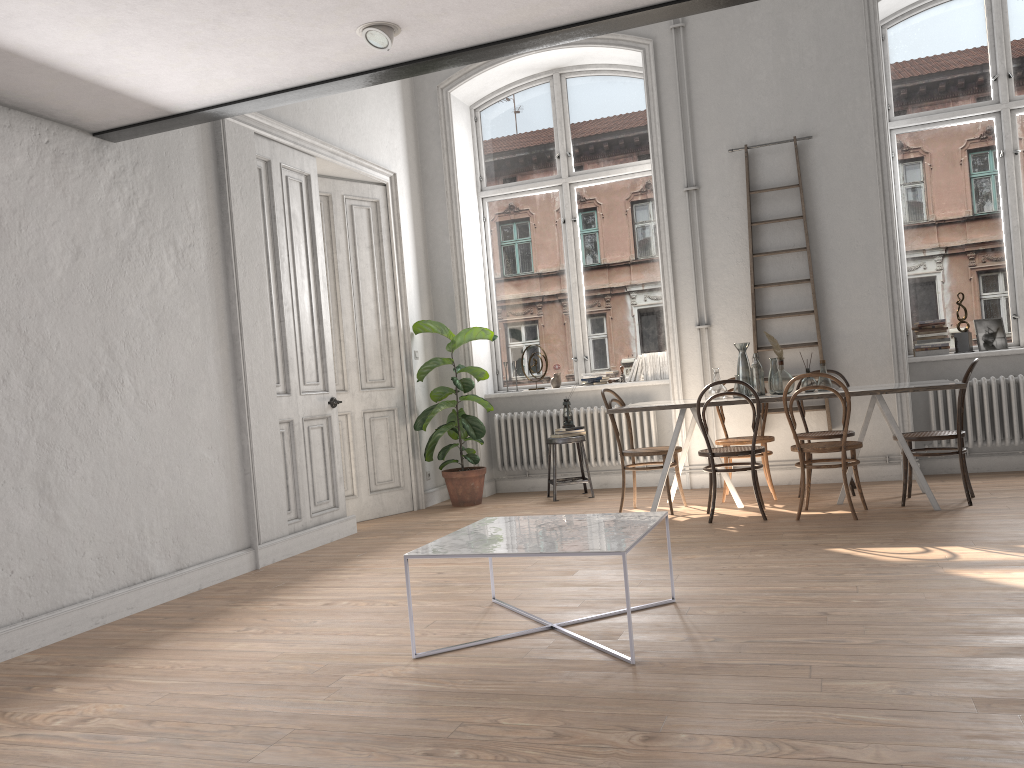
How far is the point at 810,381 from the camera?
6.09m

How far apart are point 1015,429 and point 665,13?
4.9m

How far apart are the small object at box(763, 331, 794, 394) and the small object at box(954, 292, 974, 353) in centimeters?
198cm

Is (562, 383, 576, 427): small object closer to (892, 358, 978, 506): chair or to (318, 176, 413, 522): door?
(318, 176, 413, 522): door

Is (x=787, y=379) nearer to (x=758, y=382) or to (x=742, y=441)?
(x=758, y=382)

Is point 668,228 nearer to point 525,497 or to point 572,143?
point 572,143

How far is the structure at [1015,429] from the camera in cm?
677

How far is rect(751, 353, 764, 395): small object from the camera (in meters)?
6.22

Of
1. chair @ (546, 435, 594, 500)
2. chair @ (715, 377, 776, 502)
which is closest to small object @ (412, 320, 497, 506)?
chair @ (546, 435, 594, 500)

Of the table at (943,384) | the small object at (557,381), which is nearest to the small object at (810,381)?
the table at (943,384)
